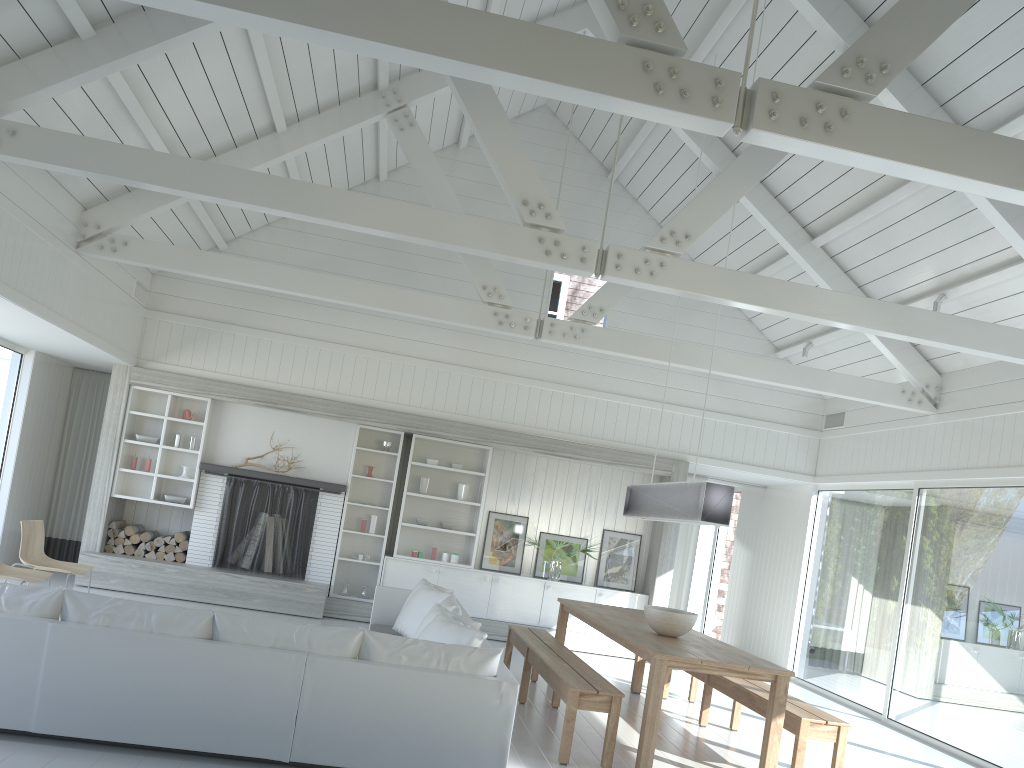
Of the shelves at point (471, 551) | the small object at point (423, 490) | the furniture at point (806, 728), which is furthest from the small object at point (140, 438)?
the furniture at point (806, 728)

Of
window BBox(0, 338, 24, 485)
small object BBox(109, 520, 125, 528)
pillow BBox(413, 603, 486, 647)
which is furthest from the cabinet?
window BBox(0, 338, 24, 485)

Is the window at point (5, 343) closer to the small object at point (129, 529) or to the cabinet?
the small object at point (129, 529)

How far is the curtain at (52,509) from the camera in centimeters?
1058cm

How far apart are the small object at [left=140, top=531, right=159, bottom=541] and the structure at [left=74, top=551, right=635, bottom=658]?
0.3m

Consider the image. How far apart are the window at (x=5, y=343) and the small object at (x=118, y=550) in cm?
238

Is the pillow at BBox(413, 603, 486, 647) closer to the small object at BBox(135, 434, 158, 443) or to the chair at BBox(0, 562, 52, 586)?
the chair at BBox(0, 562, 52, 586)

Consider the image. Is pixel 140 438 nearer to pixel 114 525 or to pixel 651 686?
pixel 114 525

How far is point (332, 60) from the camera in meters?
7.4

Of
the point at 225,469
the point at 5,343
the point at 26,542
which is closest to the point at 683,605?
the point at 225,469
